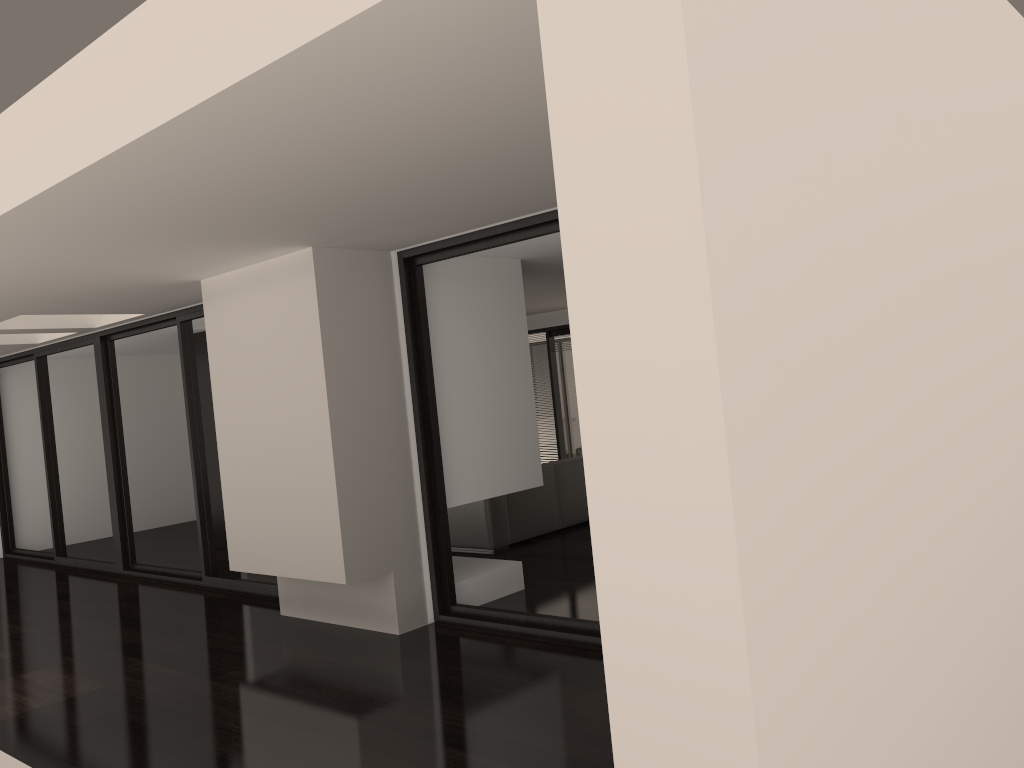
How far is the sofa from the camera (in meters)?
7.95

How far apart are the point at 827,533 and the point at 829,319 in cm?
47

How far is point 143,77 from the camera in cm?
285

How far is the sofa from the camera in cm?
795
